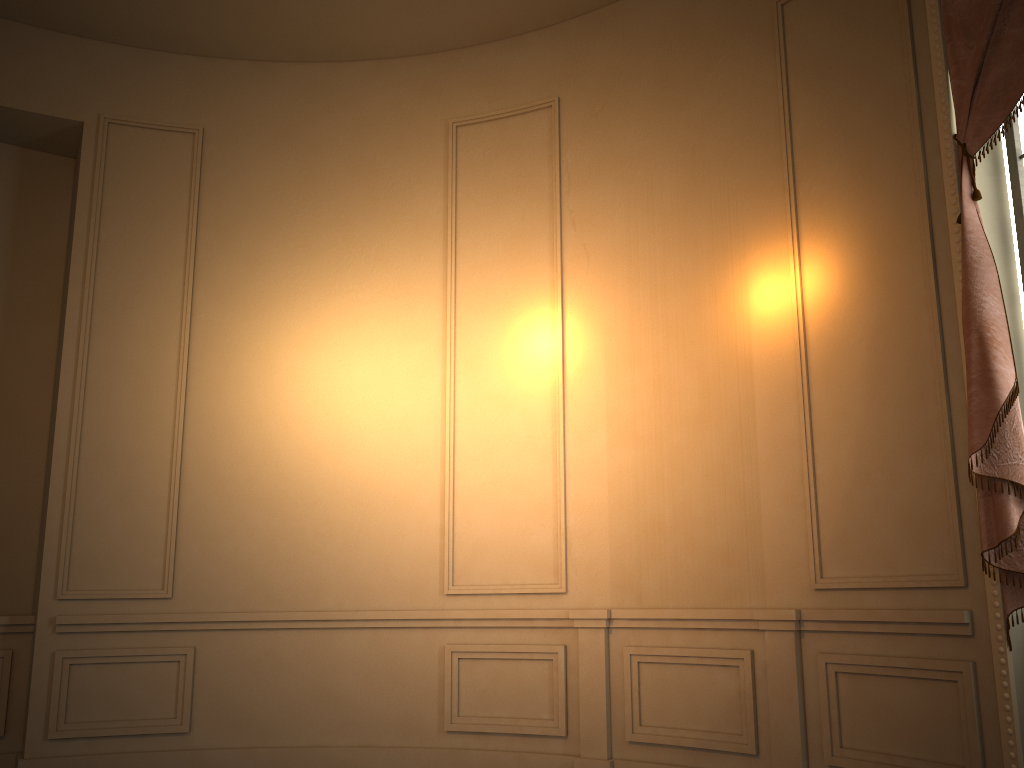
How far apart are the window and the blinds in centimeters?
22cm

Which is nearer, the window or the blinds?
the blinds

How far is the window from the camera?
3.4m

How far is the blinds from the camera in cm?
305

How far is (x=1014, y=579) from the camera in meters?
3.1

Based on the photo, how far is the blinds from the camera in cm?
305

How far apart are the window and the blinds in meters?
0.2

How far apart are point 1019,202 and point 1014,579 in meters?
1.5 m
